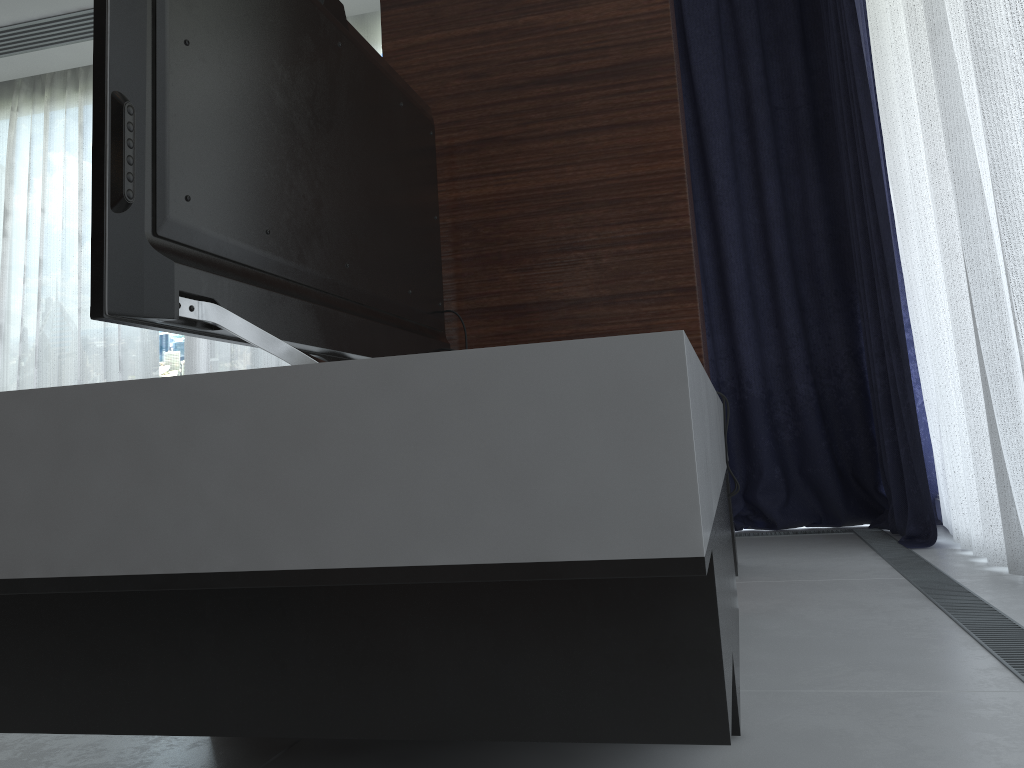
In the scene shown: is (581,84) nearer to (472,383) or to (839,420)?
(472,383)

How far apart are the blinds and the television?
1.2m

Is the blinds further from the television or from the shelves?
the television

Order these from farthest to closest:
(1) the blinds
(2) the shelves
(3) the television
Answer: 1. (1) the blinds
2. (3) the television
3. (2) the shelves

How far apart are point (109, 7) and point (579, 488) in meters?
0.8

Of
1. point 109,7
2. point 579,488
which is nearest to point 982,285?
point 579,488

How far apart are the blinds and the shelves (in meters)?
0.66

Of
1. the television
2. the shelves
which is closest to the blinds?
the shelves

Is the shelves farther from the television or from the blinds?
the blinds

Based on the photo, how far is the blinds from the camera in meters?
2.2
